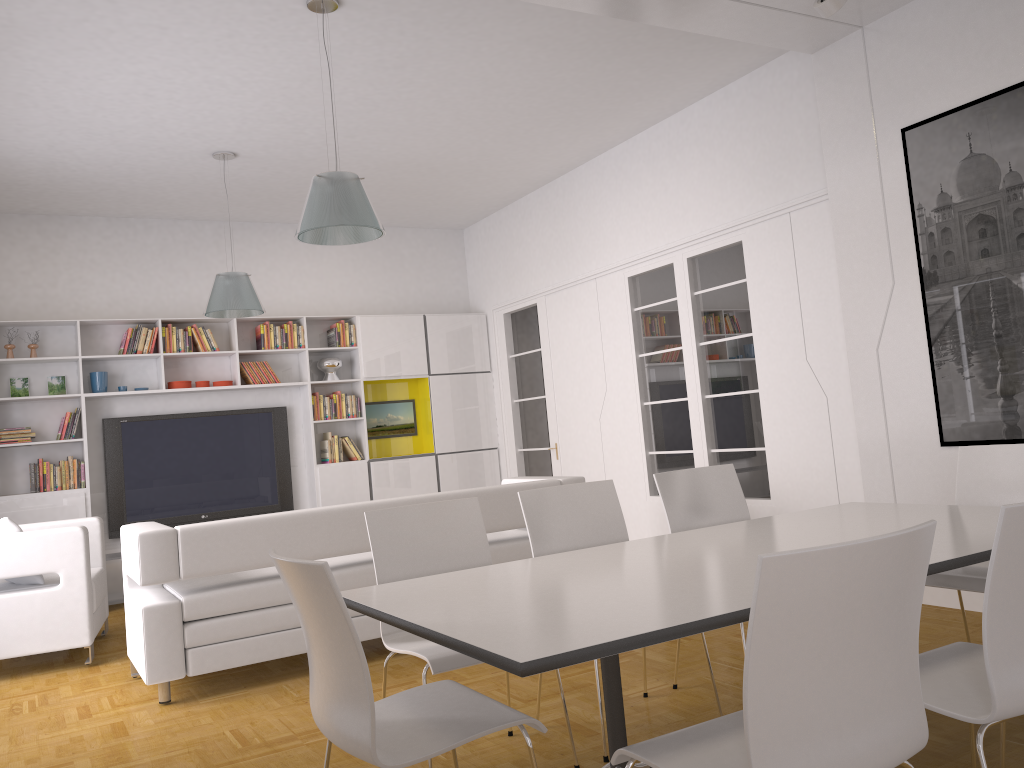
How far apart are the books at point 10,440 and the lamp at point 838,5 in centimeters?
683cm

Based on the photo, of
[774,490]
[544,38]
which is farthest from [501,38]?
[774,490]

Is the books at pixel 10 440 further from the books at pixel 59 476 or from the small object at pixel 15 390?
the small object at pixel 15 390

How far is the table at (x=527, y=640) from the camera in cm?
194

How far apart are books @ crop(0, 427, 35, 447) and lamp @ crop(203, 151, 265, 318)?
2.13m

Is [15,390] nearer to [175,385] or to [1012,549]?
[175,385]

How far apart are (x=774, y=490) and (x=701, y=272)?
1.7m

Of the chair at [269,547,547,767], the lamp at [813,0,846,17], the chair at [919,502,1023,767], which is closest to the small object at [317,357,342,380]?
the lamp at [813,0,846,17]

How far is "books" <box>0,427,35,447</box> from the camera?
7.44m

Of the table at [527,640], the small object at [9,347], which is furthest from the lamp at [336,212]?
the small object at [9,347]
